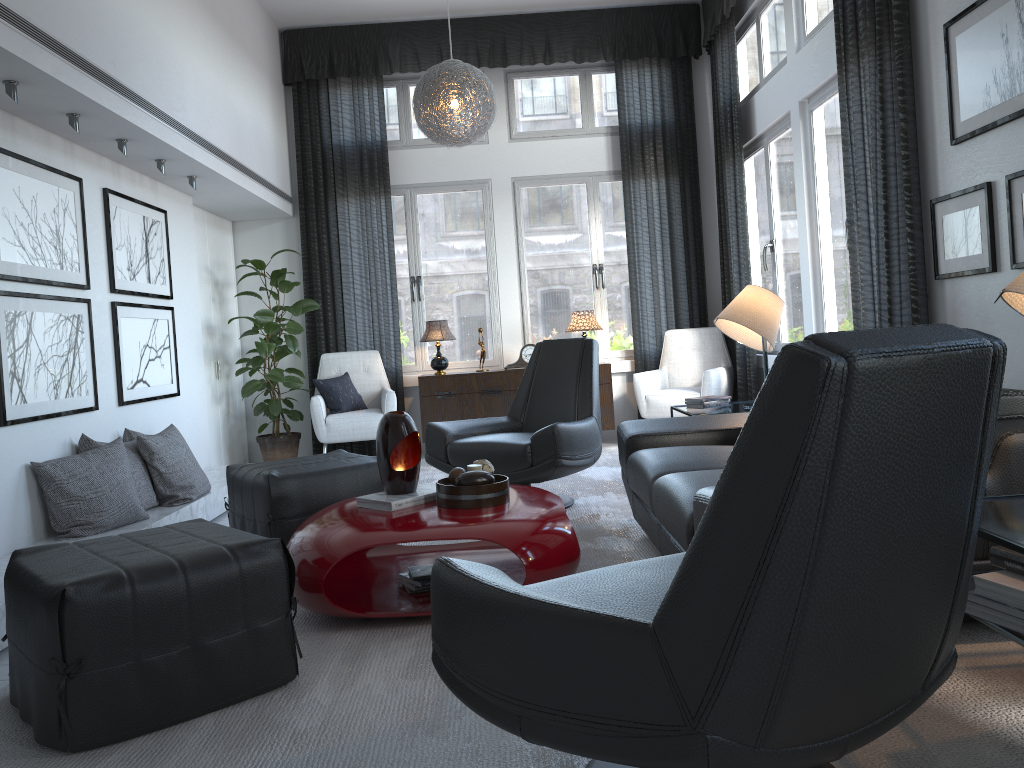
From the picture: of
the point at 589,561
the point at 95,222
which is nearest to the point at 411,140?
the point at 95,222

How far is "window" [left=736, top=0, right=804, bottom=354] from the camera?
5.5 meters

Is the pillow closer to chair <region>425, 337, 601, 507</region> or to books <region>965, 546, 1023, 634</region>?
chair <region>425, 337, 601, 507</region>

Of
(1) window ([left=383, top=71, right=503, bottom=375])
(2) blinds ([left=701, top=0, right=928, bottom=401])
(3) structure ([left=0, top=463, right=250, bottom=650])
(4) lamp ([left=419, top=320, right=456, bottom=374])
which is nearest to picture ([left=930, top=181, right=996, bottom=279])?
(2) blinds ([left=701, top=0, right=928, bottom=401])

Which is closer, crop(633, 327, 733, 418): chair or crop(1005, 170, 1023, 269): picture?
crop(1005, 170, 1023, 269): picture

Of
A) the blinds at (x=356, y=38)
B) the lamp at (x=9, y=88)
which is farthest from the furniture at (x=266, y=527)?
the blinds at (x=356, y=38)

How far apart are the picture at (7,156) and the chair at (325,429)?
2.1m

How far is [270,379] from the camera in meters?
6.0 m

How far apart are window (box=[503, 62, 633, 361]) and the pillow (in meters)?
1.36

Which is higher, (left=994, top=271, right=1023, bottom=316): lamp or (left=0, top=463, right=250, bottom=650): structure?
(left=994, top=271, right=1023, bottom=316): lamp
